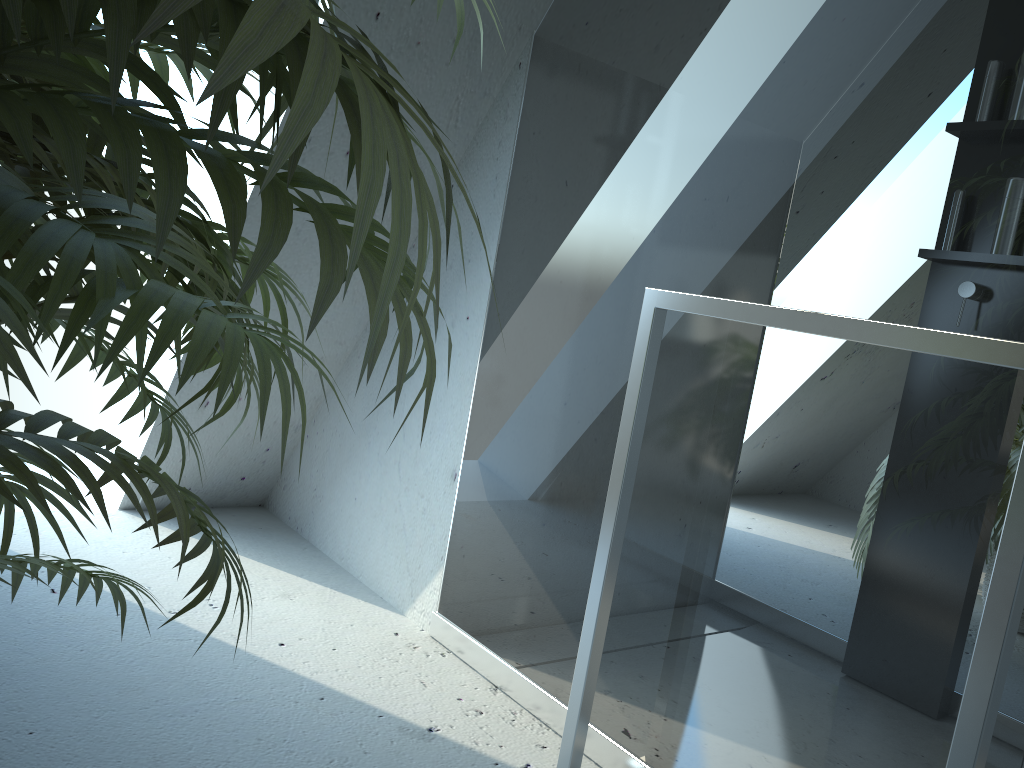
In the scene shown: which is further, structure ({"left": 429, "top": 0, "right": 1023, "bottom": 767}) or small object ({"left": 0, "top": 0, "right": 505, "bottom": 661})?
structure ({"left": 429, "top": 0, "right": 1023, "bottom": 767})

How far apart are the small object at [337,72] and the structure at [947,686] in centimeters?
60cm

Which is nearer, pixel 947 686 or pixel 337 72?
pixel 337 72

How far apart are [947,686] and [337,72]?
1.2 meters

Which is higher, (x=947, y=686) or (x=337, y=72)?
(x=337, y=72)

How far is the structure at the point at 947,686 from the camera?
1.14m

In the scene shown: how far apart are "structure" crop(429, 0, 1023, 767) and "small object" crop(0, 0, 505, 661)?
0.6 meters

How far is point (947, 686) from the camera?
1.1 meters

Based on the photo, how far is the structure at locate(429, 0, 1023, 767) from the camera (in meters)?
1.14
